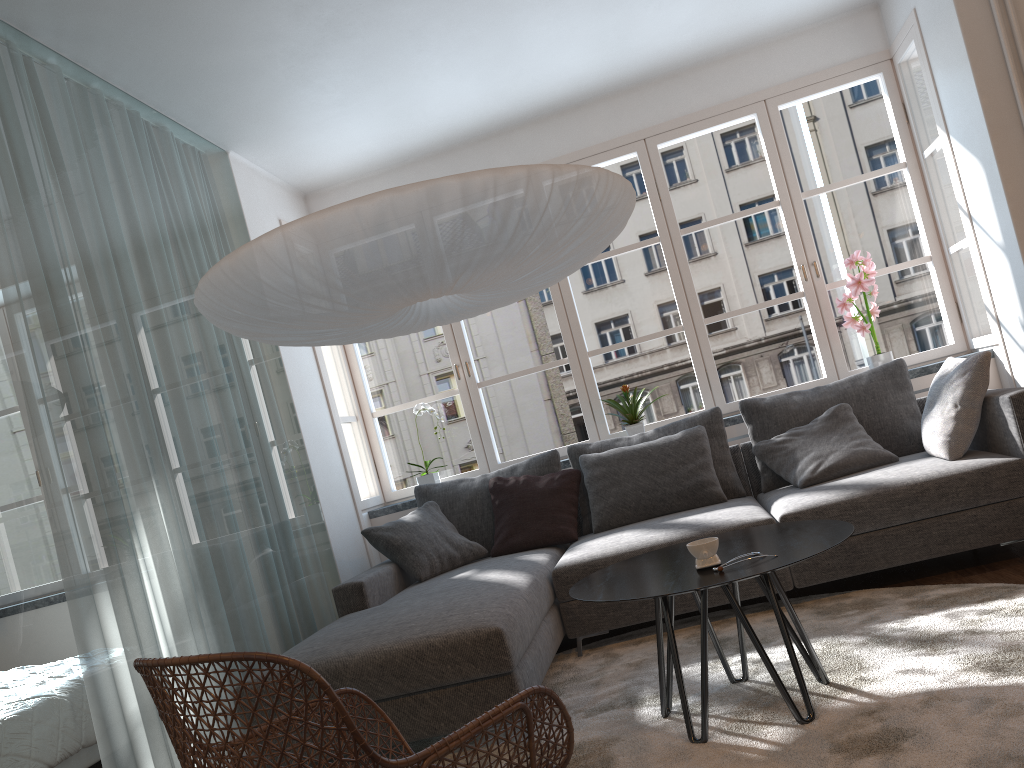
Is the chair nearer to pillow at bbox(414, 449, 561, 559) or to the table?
the table

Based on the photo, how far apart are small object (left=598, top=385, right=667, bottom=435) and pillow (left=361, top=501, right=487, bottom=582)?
1.1 meters

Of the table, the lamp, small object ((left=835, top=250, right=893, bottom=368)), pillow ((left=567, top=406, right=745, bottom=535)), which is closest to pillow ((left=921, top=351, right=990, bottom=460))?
small object ((left=835, top=250, right=893, bottom=368))

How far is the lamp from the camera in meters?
2.3 m

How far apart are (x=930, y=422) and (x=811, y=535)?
1.60m

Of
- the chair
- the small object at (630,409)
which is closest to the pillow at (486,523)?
the small object at (630,409)

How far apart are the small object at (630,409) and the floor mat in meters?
1.3

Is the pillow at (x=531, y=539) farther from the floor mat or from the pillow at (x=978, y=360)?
the pillow at (x=978, y=360)

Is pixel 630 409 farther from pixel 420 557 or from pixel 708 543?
pixel 708 543

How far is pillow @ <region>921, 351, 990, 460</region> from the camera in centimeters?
360cm
